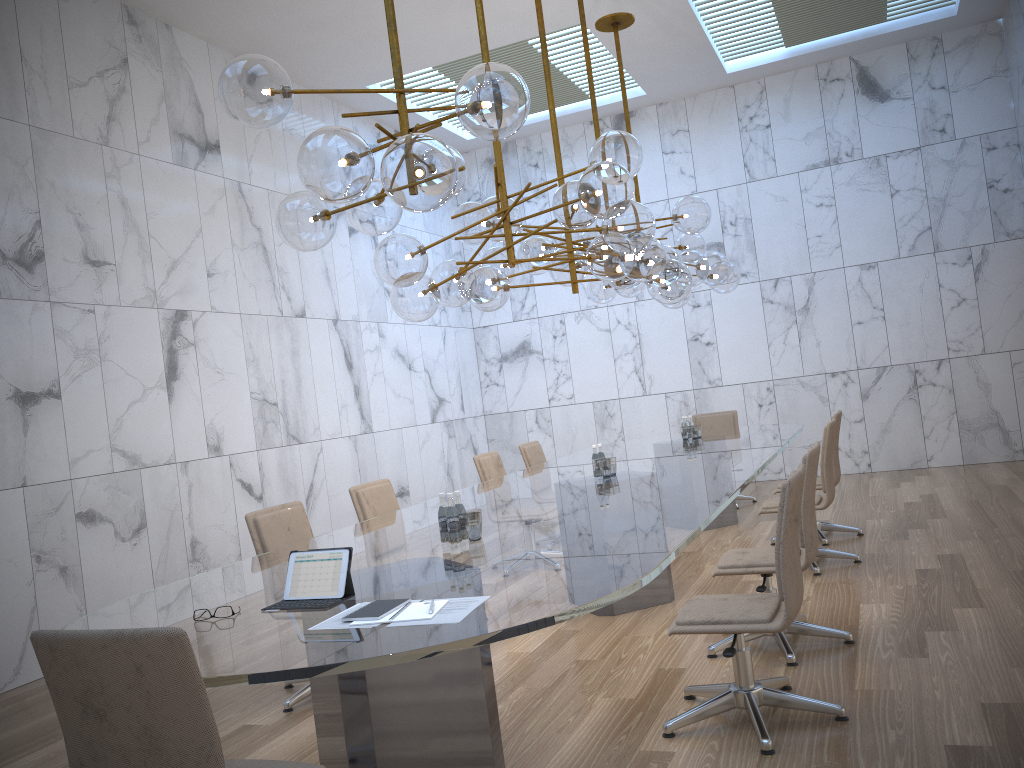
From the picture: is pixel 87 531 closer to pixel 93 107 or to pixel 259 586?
pixel 93 107

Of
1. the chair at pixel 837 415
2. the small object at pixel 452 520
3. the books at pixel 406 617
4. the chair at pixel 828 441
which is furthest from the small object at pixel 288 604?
the chair at pixel 837 415

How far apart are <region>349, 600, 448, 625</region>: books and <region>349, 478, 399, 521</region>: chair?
2.97m

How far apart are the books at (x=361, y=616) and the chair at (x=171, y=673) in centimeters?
44cm

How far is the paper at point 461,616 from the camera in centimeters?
244cm

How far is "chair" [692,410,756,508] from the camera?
9.7m

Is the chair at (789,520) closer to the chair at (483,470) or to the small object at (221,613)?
the small object at (221,613)

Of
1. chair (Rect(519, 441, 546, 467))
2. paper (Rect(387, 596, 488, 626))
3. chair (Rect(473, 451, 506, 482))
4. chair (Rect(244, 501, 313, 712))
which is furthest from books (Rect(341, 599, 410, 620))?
chair (Rect(519, 441, 546, 467))

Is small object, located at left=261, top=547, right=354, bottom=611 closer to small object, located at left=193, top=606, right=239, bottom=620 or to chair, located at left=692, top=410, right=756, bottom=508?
small object, located at left=193, top=606, right=239, bottom=620

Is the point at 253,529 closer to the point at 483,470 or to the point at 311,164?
the point at 311,164
